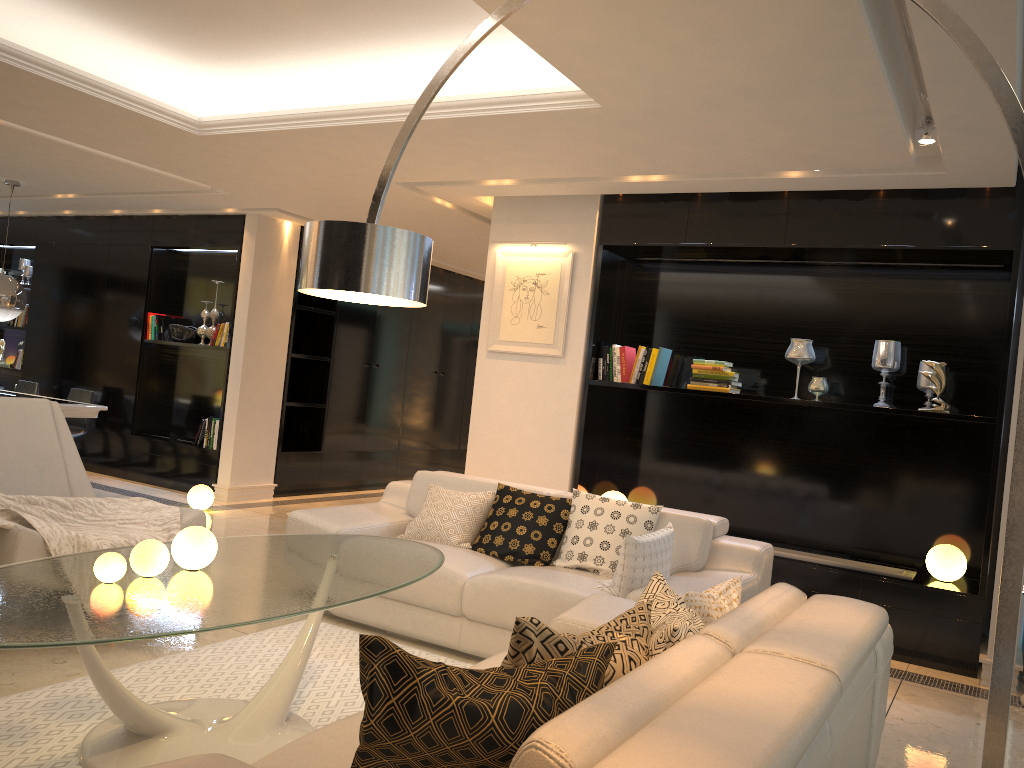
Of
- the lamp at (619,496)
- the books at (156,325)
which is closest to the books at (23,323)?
the books at (156,325)

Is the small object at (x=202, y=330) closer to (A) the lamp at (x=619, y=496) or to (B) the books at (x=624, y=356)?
(B) the books at (x=624, y=356)

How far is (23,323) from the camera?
9.8 meters

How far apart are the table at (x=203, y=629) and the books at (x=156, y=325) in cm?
568

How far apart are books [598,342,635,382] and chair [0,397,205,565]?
2.8m

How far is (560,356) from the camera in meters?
6.0 m

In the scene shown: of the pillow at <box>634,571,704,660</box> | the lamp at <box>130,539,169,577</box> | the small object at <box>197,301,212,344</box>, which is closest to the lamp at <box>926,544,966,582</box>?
the pillow at <box>634,571,704,660</box>

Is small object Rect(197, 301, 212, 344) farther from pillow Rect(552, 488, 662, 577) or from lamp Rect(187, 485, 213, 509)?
pillow Rect(552, 488, 662, 577)

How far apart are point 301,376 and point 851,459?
5.7 meters

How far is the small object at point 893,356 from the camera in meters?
5.3
